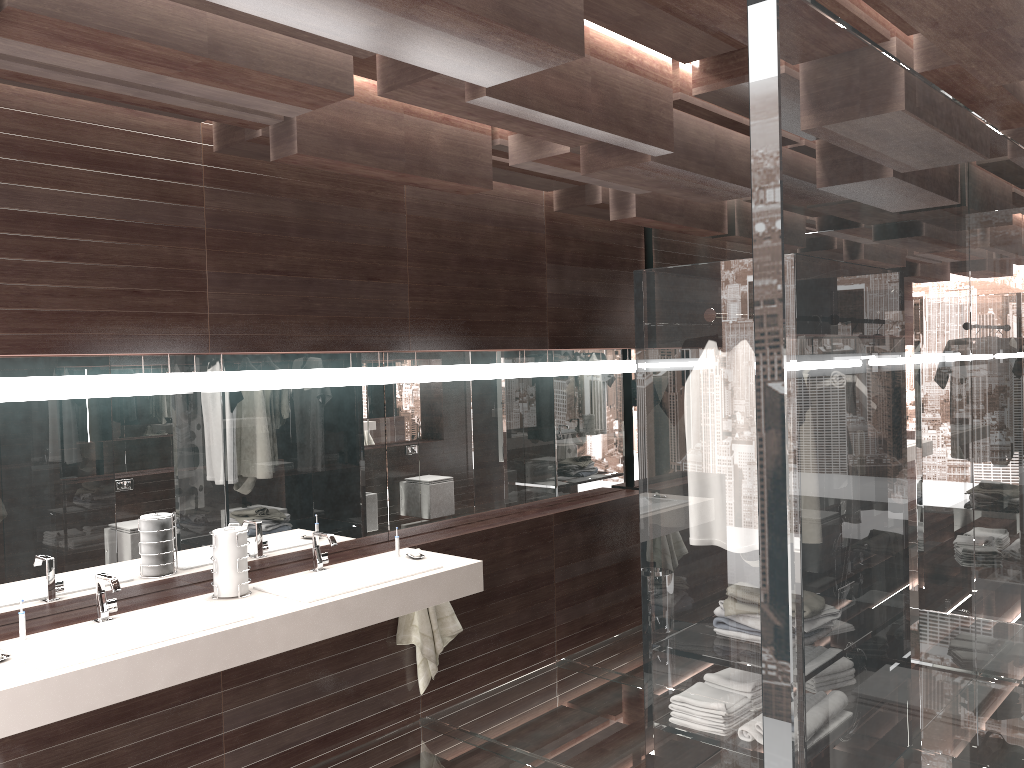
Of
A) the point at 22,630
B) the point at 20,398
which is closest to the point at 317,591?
the point at 22,630

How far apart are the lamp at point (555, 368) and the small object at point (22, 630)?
2.90m

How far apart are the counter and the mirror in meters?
0.2 m

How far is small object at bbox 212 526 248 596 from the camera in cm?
329

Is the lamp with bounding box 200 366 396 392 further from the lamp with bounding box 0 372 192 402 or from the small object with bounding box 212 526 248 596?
the small object with bounding box 212 526 248 596

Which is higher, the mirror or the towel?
the mirror

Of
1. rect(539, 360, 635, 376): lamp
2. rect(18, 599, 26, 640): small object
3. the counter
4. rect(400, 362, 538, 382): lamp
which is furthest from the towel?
rect(18, 599, 26, 640): small object

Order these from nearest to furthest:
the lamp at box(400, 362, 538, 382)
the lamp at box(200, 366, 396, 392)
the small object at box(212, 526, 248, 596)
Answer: the small object at box(212, 526, 248, 596), the lamp at box(200, 366, 396, 392), the lamp at box(400, 362, 538, 382)

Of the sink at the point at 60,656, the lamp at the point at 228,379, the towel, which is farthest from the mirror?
the towel

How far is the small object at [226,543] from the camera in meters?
3.3
